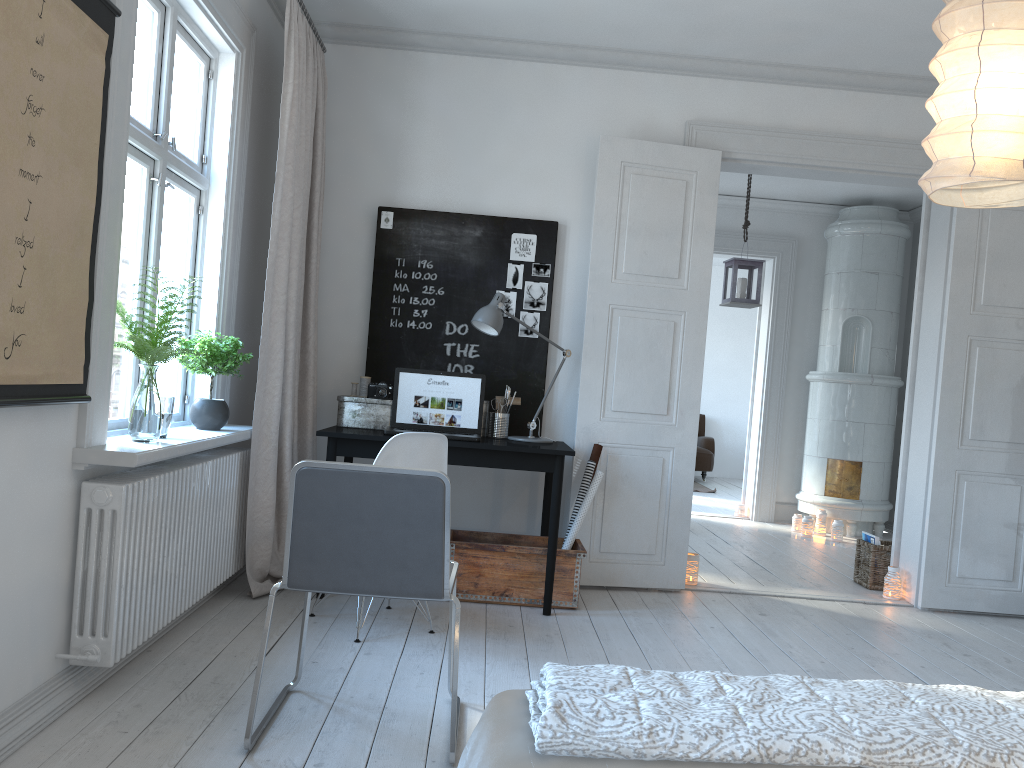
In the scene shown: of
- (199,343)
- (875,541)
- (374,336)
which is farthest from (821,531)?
(199,343)

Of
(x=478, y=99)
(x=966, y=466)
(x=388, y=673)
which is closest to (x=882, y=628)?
(x=966, y=466)

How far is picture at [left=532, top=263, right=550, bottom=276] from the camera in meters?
4.7

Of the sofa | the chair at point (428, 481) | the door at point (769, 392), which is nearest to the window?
the chair at point (428, 481)

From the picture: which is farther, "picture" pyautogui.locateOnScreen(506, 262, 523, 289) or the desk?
"picture" pyautogui.locateOnScreen(506, 262, 523, 289)

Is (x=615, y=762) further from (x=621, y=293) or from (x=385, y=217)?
(x=385, y=217)

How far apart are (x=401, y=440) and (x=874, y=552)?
3.2m

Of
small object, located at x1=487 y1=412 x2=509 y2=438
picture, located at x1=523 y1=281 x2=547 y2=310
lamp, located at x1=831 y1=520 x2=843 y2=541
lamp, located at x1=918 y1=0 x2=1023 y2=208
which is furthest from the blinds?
lamp, located at x1=831 y1=520 x2=843 y2=541

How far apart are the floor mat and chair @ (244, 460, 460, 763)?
7.67m

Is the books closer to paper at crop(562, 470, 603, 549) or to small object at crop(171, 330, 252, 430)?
paper at crop(562, 470, 603, 549)
